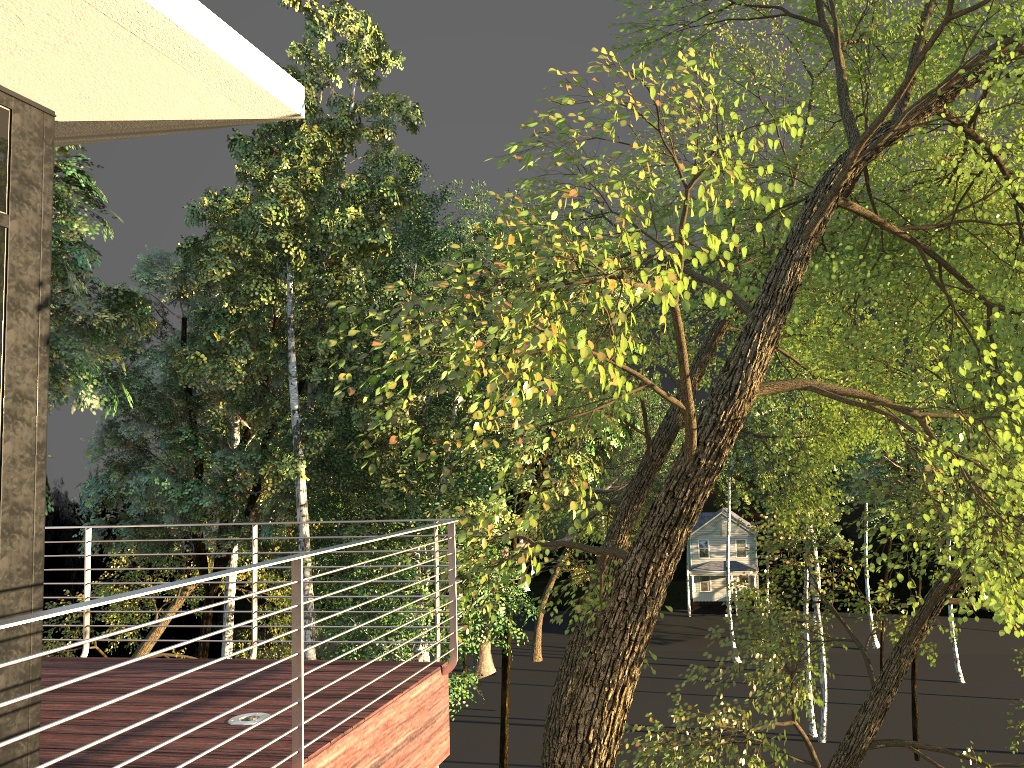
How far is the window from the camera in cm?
330

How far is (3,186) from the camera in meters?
3.3

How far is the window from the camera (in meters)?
3.30

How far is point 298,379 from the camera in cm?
1855

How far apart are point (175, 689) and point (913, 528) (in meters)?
6.84
